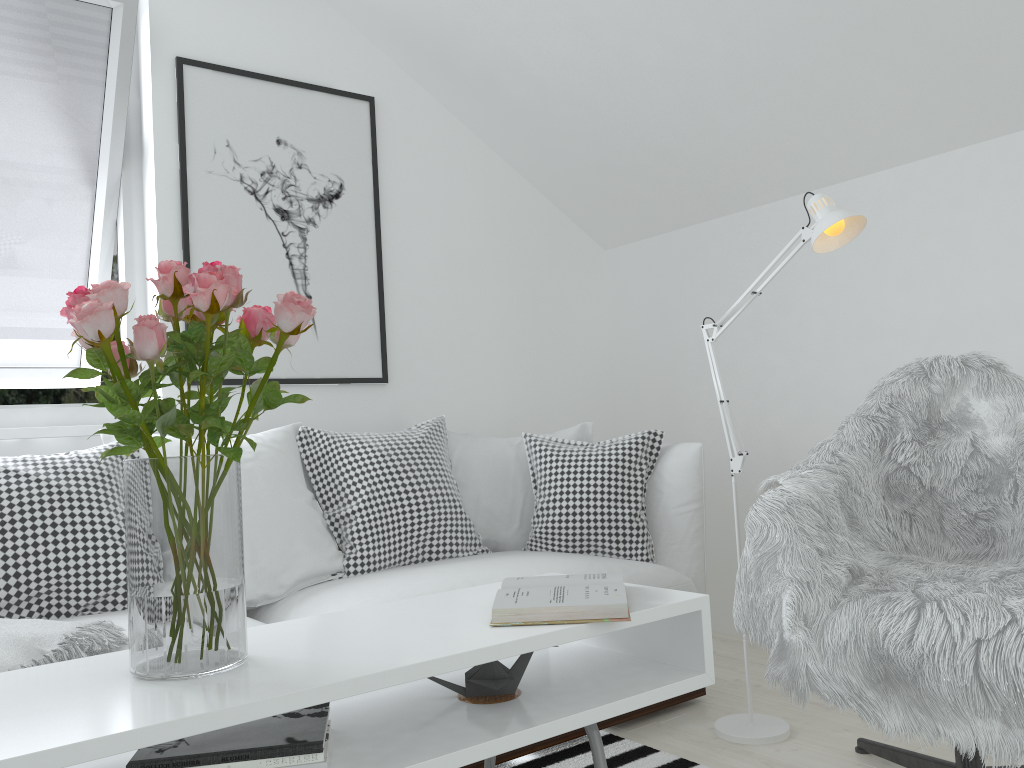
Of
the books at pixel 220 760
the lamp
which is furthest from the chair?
the books at pixel 220 760

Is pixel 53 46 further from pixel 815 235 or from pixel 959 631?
pixel 959 631

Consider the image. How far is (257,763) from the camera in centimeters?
121cm

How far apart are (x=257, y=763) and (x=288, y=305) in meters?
0.6

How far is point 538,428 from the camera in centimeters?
368cm

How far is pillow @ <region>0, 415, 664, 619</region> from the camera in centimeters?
207cm

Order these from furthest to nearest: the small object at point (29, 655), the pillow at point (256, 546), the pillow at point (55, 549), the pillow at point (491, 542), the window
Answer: the pillow at point (491, 542) < the window < the pillow at point (256, 546) < the pillow at point (55, 549) < the small object at point (29, 655)

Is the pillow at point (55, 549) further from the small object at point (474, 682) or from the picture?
the small object at point (474, 682)

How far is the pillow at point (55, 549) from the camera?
2.1 meters

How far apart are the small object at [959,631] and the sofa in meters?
0.5
